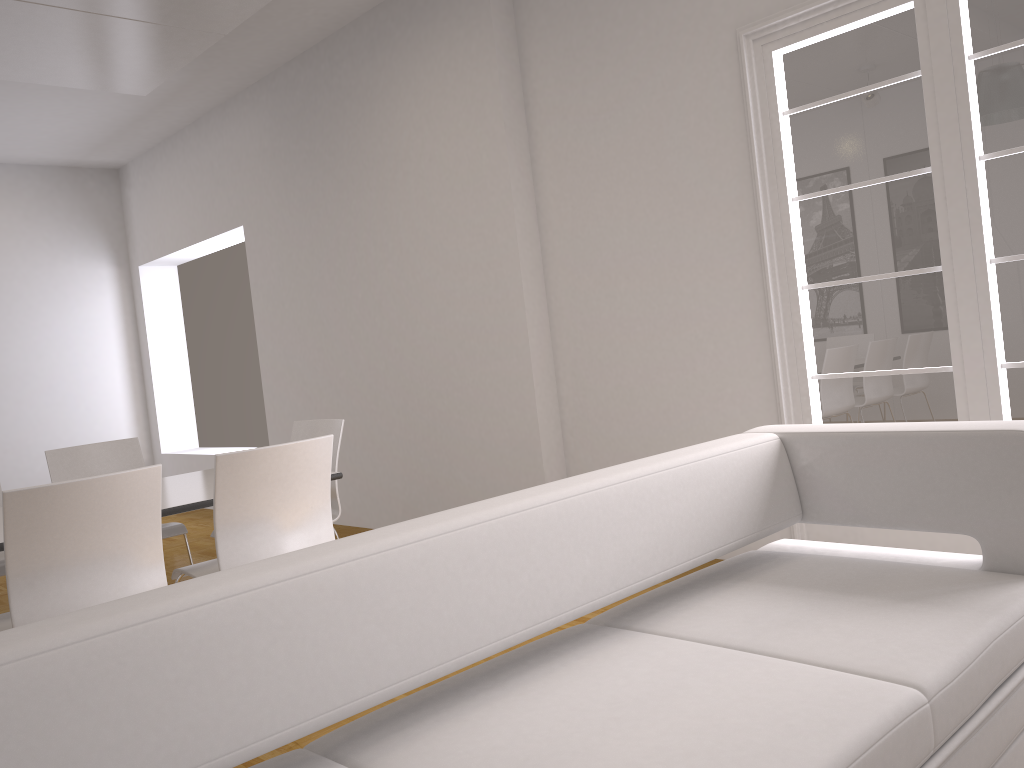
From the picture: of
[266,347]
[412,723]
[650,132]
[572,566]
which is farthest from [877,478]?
[266,347]

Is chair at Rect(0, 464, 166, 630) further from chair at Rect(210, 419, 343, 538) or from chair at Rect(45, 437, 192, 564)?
chair at Rect(45, 437, 192, 564)

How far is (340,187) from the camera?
6.3m

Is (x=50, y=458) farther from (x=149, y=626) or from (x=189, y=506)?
(x=149, y=626)

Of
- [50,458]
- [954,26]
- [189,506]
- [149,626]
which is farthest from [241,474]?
[954,26]

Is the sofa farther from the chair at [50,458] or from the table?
the chair at [50,458]

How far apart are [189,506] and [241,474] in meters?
0.4 m

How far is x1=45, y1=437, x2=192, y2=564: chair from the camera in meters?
4.6 m

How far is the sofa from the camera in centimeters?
129cm

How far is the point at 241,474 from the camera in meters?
3.1 m
